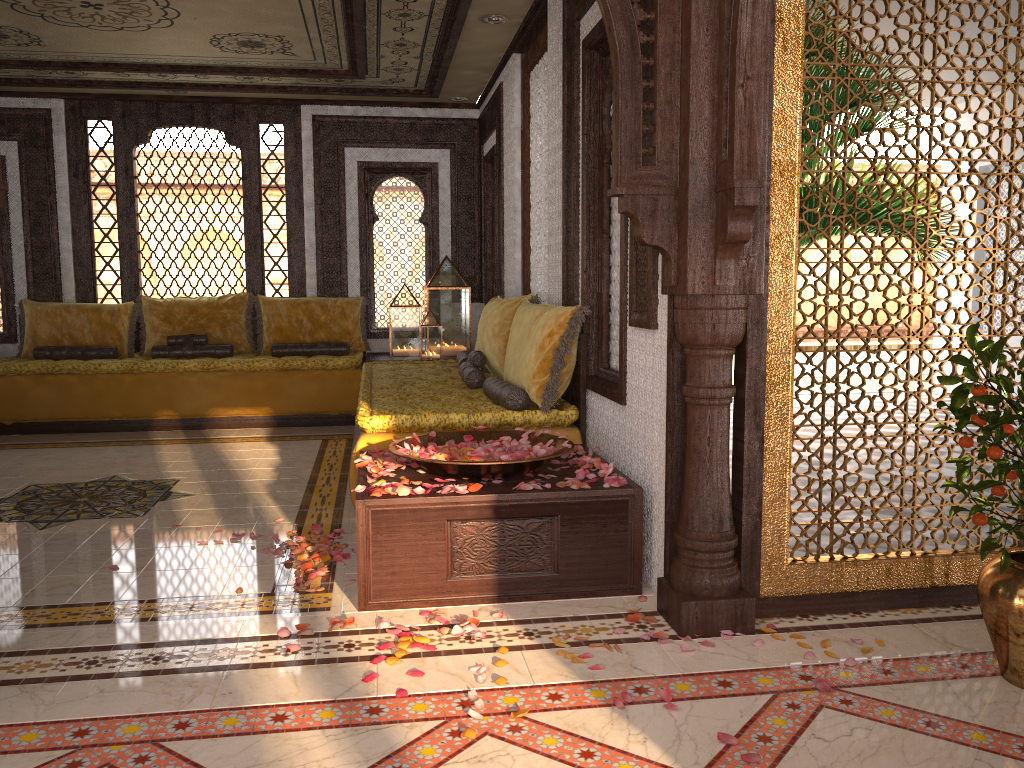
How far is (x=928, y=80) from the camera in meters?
8.0

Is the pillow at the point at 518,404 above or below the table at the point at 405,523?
above

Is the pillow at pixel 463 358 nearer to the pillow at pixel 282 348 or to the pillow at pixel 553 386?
the pillow at pixel 553 386

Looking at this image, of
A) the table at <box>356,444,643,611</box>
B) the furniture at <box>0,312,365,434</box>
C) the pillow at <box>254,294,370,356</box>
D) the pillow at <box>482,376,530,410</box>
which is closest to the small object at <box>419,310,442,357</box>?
the furniture at <box>0,312,365,434</box>

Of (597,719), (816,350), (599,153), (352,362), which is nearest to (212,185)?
(352,362)

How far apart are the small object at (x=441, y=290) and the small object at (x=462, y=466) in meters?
4.0 m

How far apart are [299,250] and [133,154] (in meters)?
1.66

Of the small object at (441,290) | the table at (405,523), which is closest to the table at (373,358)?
the small object at (441,290)

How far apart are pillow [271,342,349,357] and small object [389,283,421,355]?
0.41m

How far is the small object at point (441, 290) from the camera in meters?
7.8 m
